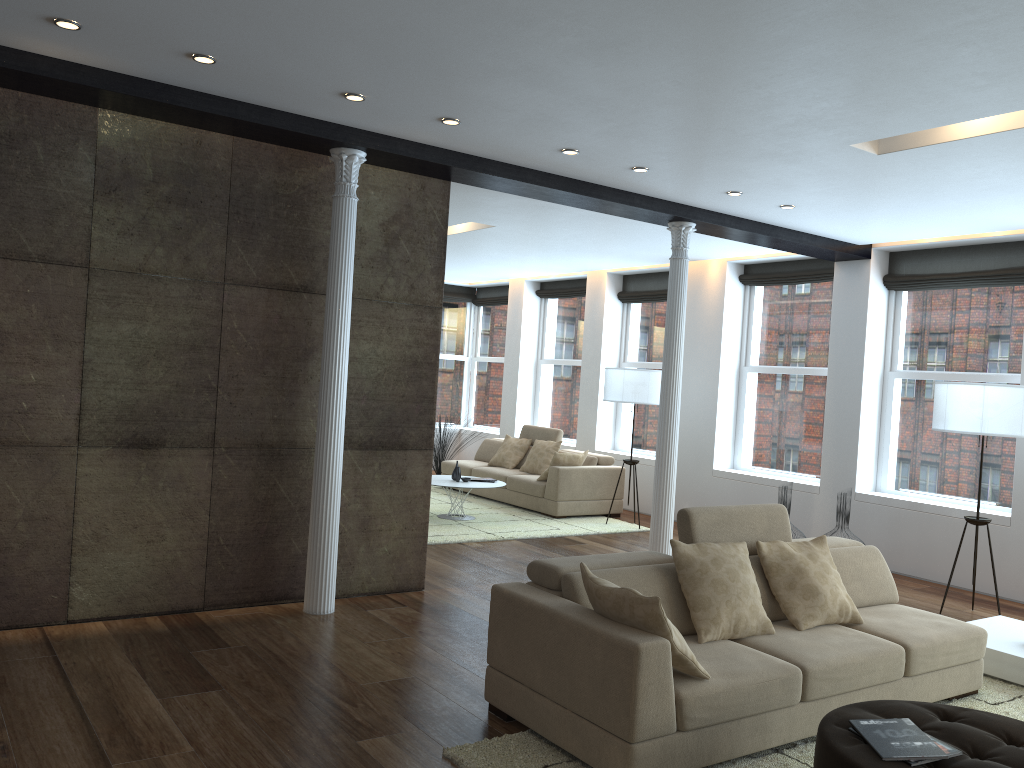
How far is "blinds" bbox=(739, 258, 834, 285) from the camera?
9.15m

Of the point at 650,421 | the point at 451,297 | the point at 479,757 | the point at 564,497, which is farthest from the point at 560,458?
the point at 479,757

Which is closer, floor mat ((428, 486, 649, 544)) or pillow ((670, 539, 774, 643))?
pillow ((670, 539, 774, 643))

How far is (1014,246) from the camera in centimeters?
761cm

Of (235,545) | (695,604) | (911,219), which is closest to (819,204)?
(911,219)

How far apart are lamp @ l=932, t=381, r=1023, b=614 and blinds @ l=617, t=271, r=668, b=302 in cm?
468

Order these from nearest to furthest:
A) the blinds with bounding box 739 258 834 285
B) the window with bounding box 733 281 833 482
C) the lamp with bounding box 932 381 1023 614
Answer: the lamp with bounding box 932 381 1023 614 → the blinds with bounding box 739 258 834 285 → the window with bounding box 733 281 833 482

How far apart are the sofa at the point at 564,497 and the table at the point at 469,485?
0.71m

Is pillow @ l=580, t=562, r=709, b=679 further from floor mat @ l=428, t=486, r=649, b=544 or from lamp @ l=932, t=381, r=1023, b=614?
floor mat @ l=428, t=486, r=649, b=544

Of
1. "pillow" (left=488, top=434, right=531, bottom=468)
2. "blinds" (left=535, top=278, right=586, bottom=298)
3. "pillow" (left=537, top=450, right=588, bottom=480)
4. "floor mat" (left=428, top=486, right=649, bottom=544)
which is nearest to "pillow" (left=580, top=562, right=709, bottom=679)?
"floor mat" (left=428, top=486, right=649, bottom=544)
